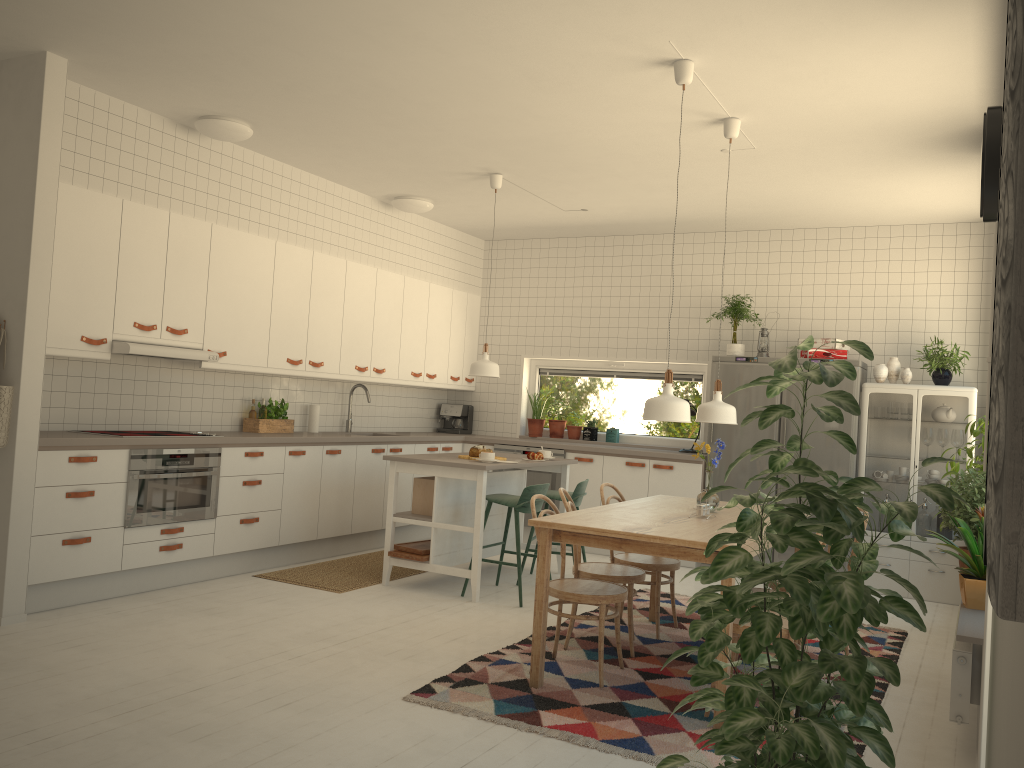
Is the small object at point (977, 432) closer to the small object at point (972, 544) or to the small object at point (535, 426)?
the small object at point (972, 544)

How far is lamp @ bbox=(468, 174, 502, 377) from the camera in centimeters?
624cm

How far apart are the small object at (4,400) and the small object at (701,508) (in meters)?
3.47

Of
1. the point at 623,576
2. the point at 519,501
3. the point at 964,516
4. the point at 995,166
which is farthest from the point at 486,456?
the point at 995,166

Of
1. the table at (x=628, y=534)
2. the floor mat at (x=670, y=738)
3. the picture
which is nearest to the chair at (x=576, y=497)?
the floor mat at (x=670, y=738)

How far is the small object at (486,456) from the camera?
5.81m

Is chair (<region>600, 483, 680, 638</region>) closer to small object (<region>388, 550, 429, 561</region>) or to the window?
small object (<region>388, 550, 429, 561</region>)

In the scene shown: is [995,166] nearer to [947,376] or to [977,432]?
[977,432]

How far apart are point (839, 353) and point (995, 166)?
4.4 meters

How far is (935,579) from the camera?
→ 6.5m
